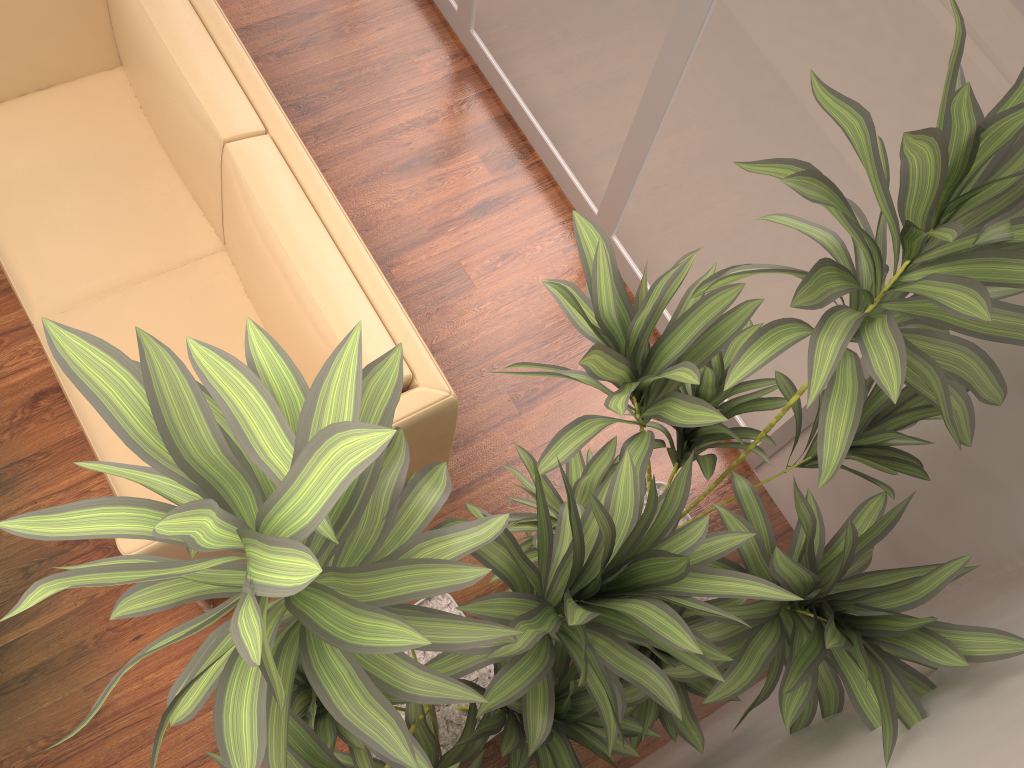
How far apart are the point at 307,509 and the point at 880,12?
1.7m

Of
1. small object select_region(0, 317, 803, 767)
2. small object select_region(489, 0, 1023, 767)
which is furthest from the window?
small object select_region(0, 317, 803, 767)

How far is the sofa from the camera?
2.26m

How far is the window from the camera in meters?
1.9

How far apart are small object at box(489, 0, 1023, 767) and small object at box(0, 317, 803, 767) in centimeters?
2cm

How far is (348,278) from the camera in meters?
2.3

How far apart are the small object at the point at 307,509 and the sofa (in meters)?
0.37

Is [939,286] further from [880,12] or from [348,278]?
[348,278]

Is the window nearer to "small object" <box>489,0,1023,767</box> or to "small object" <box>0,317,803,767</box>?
"small object" <box>489,0,1023,767</box>

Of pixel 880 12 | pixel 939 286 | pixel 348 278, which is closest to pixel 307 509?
pixel 939 286
